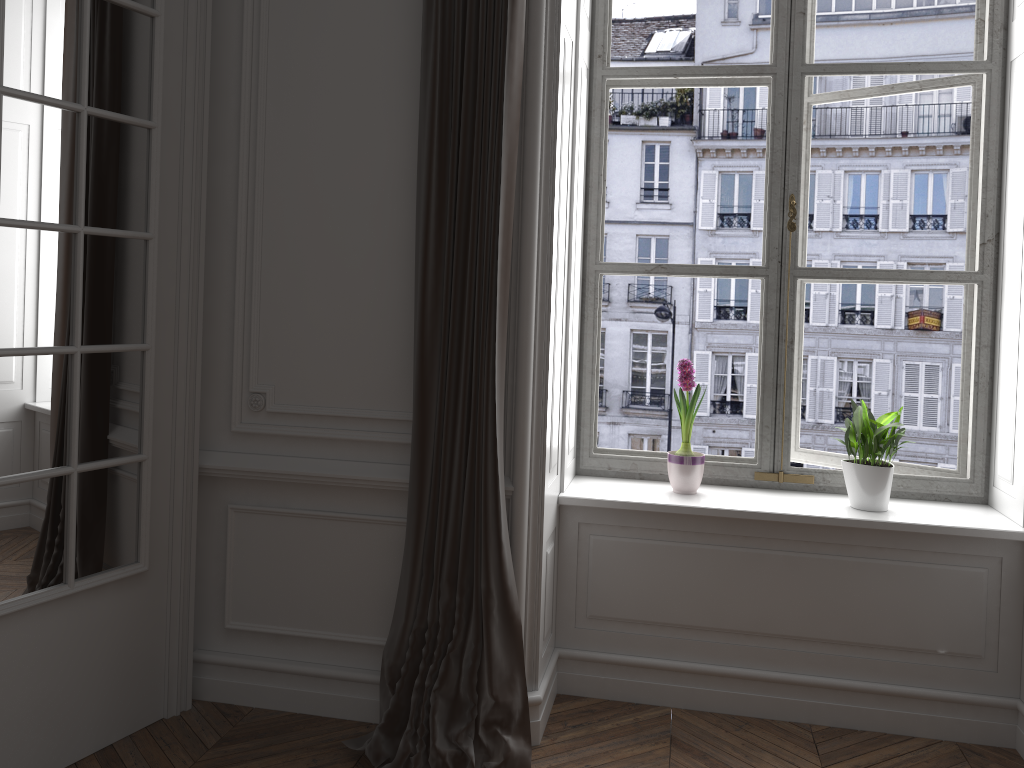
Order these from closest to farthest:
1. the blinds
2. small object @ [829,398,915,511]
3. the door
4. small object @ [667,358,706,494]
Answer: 1. the door
2. the blinds
3. small object @ [829,398,915,511]
4. small object @ [667,358,706,494]

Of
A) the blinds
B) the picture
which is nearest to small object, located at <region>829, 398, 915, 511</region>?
the picture

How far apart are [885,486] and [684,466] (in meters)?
0.66

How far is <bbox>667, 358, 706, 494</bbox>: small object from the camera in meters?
3.1 m

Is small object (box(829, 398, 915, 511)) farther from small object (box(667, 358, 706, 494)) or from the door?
the door

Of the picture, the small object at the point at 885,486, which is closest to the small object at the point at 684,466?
the picture

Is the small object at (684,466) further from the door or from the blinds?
the door

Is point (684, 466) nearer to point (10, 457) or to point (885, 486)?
point (885, 486)

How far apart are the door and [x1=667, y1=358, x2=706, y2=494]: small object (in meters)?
1.61

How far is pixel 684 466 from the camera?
3.1m
